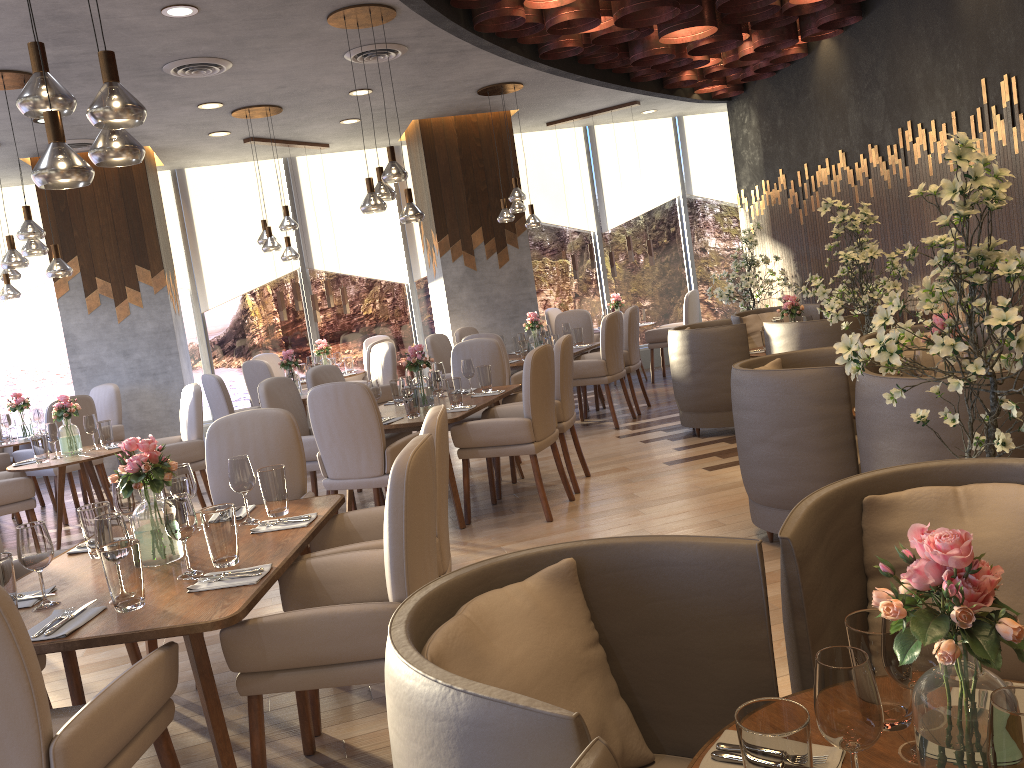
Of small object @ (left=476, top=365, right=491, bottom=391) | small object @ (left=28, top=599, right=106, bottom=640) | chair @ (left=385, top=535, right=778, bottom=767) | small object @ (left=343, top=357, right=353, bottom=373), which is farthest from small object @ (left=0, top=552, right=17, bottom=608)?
small object @ (left=343, top=357, right=353, bottom=373)

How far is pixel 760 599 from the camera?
1.70m

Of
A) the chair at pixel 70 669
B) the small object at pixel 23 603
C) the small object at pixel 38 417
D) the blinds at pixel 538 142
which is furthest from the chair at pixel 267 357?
the small object at pixel 23 603

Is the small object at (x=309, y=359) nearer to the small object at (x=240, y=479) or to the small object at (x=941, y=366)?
the small object at (x=240, y=479)

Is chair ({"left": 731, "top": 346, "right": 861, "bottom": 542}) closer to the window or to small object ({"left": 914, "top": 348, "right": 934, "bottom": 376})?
small object ({"left": 914, "top": 348, "right": 934, "bottom": 376})

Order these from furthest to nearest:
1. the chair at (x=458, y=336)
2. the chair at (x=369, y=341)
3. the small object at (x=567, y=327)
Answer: the chair at (x=369, y=341), the chair at (x=458, y=336), the small object at (x=567, y=327)

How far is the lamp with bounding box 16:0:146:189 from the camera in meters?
2.6

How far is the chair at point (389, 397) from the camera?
8.2m

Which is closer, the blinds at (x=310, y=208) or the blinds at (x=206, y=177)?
the blinds at (x=206, y=177)

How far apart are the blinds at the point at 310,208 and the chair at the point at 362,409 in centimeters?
568cm
